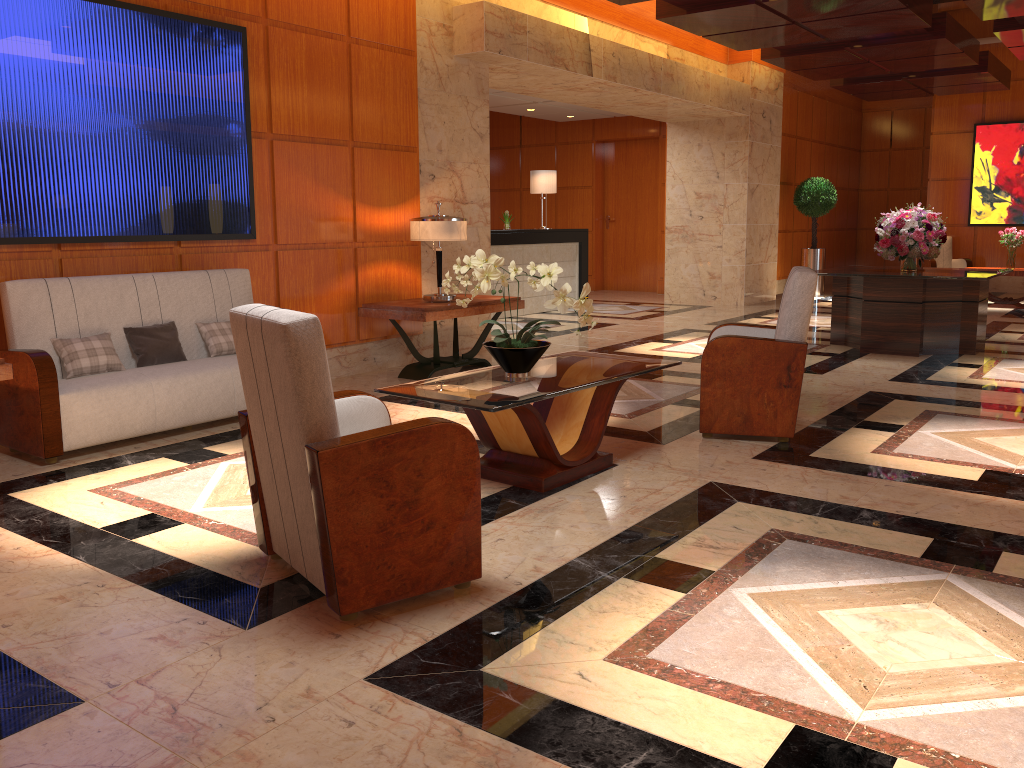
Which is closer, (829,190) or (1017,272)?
(1017,272)

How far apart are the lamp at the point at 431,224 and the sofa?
1.44m

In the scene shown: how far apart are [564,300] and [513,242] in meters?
7.5

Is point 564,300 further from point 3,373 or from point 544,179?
point 544,179

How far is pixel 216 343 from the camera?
5.6 meters

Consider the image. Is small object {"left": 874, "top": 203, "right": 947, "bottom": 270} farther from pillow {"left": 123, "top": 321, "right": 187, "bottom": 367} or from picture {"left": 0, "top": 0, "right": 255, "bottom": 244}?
pillow {"left": 123, "top": 321, "right": 187, "bottom": 367}

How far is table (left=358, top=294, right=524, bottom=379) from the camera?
6.7 meters

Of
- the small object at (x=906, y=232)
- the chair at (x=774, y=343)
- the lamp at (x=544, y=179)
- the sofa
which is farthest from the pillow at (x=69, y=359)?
the lamp at (x=544, y=179)

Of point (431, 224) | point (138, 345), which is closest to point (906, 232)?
point (431, 224)

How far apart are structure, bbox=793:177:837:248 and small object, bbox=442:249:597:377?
11.2 meters
